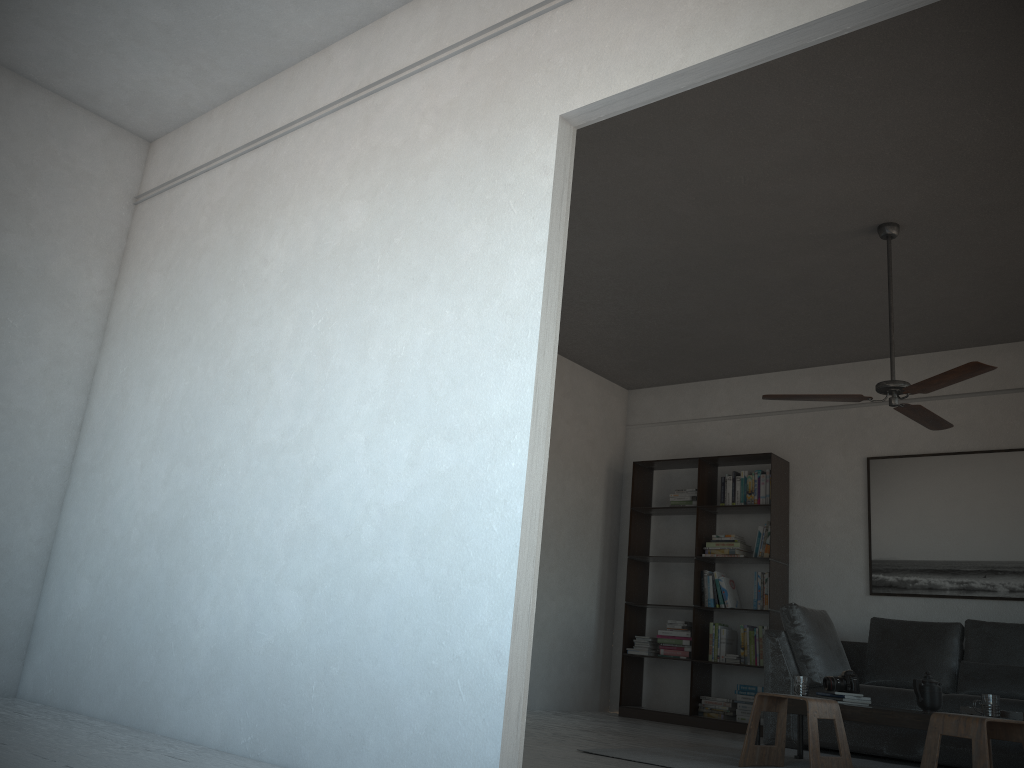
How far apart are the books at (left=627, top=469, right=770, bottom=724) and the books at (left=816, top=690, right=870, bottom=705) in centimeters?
200cm

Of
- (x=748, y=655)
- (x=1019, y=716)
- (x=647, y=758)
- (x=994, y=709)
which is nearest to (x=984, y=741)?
(x=994, y=709)

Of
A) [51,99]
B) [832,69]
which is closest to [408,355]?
[832,69]

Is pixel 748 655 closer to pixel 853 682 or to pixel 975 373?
pixel 853 682

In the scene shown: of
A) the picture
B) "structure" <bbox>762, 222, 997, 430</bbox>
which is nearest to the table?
"structure" <bbox>762, 222, 997, 430</bbox>

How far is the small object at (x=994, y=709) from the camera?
3.95m

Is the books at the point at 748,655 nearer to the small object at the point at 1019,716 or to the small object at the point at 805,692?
the small object at the point at 805,692

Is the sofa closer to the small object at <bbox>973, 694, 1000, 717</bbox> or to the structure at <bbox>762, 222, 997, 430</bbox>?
the small object at <bbox>973, 694, 1000, 717</bbox>

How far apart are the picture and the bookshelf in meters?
0.6

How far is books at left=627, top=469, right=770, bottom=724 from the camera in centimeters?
671cm
